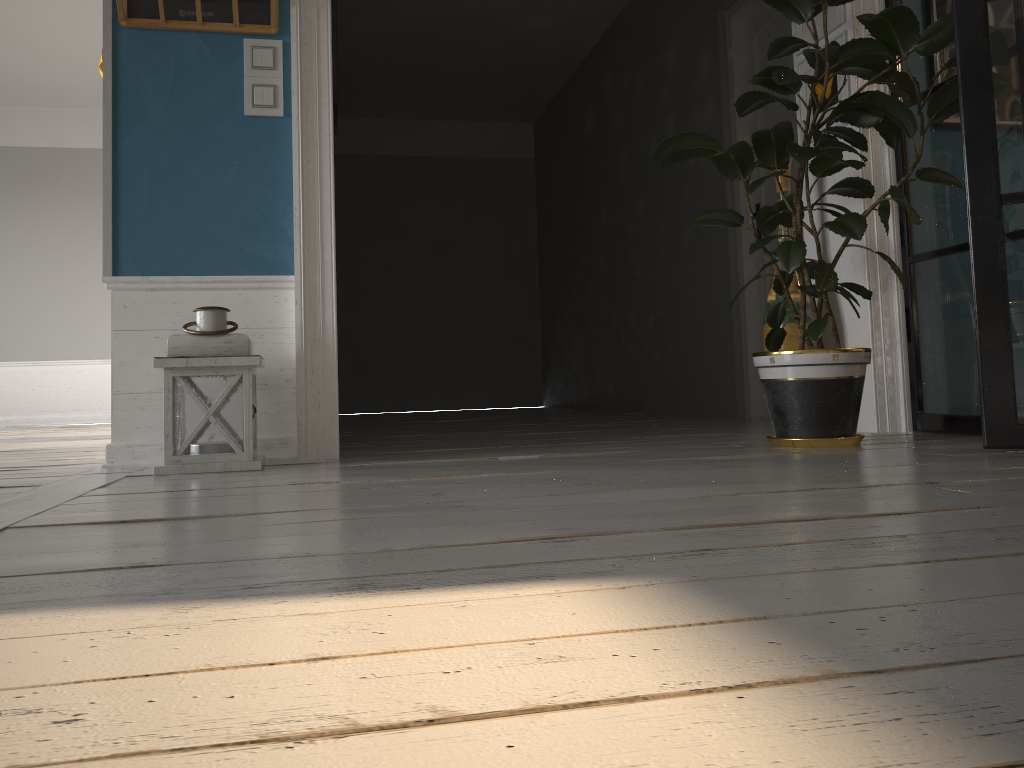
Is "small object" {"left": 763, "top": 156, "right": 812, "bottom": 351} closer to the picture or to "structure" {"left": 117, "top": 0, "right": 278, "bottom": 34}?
the picture

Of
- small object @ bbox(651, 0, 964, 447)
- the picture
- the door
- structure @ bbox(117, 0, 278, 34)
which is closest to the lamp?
structure @ bbox(117, 0, 278, 34)

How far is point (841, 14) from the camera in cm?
335

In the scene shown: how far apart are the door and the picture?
0.81m

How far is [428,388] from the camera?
9.0m

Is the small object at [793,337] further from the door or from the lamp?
the lamp

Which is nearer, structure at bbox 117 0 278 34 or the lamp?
the lamp

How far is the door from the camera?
4.6 meters

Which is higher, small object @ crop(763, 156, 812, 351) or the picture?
the picture

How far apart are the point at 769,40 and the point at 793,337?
2.09m
